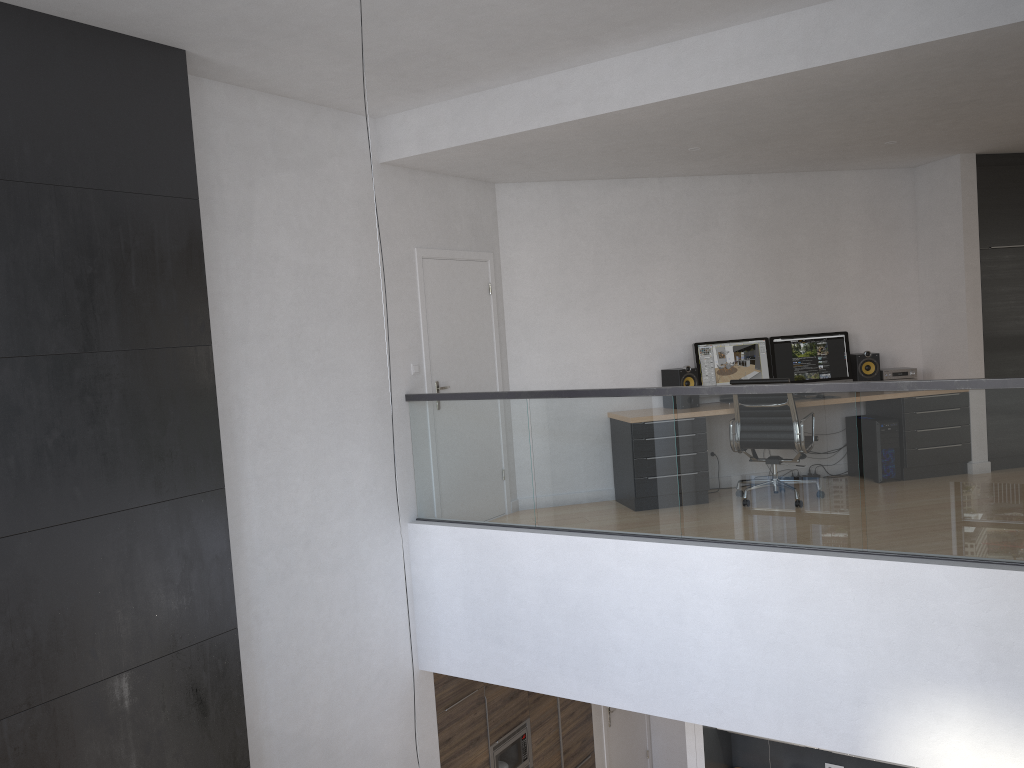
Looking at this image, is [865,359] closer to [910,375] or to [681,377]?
[910,375]

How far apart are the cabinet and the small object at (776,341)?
3.4m

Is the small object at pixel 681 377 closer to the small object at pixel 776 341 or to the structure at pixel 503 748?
the small object at pixel 776 341

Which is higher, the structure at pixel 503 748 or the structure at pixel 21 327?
the structure at pixel 21 327

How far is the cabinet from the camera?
6.56m

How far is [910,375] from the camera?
7.7m

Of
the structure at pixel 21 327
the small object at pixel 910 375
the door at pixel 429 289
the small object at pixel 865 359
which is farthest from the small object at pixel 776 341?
the structure at pixel 21 327

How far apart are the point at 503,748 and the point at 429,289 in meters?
3.7

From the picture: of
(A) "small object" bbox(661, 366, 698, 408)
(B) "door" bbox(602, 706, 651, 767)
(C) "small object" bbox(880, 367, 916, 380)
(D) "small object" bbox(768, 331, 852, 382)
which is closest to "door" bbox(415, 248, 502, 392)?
(A) "small object" bbox(661, 366, 698, 408)

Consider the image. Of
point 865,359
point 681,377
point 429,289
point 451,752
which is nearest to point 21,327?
point 429,289
